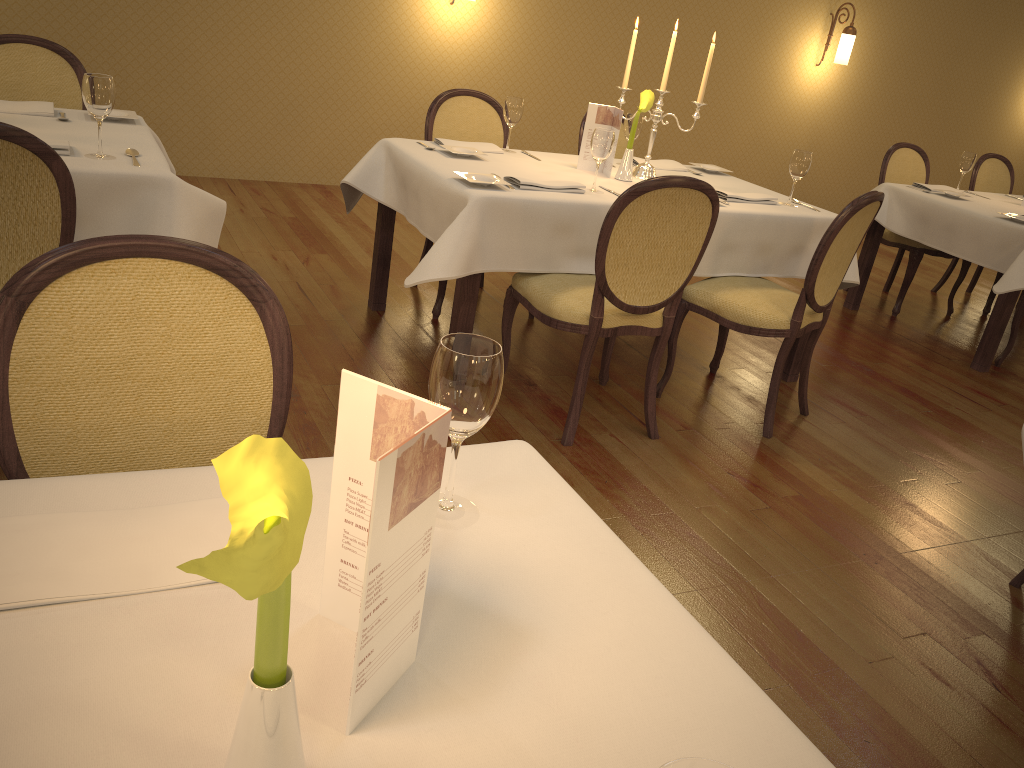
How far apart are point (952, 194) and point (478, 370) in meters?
4.7

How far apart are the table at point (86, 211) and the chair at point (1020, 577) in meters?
2.6

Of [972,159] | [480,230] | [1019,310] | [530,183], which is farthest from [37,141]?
[972,159]

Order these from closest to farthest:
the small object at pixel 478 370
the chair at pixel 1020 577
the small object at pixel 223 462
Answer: the small object at pixel 223 462
the small object at pixel 478 370
the chair at pixel 1020 577

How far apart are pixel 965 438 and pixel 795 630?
1.9 meters

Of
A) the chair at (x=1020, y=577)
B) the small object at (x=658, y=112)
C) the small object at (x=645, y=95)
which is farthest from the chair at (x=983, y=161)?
the chair at (x=1020, y=577)

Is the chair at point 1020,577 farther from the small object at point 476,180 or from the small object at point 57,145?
the small object at point 57,145

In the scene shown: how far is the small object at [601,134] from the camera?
3.2m

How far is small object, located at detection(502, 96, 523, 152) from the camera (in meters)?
3.80

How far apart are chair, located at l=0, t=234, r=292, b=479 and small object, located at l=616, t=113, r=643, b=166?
2.9 meters
